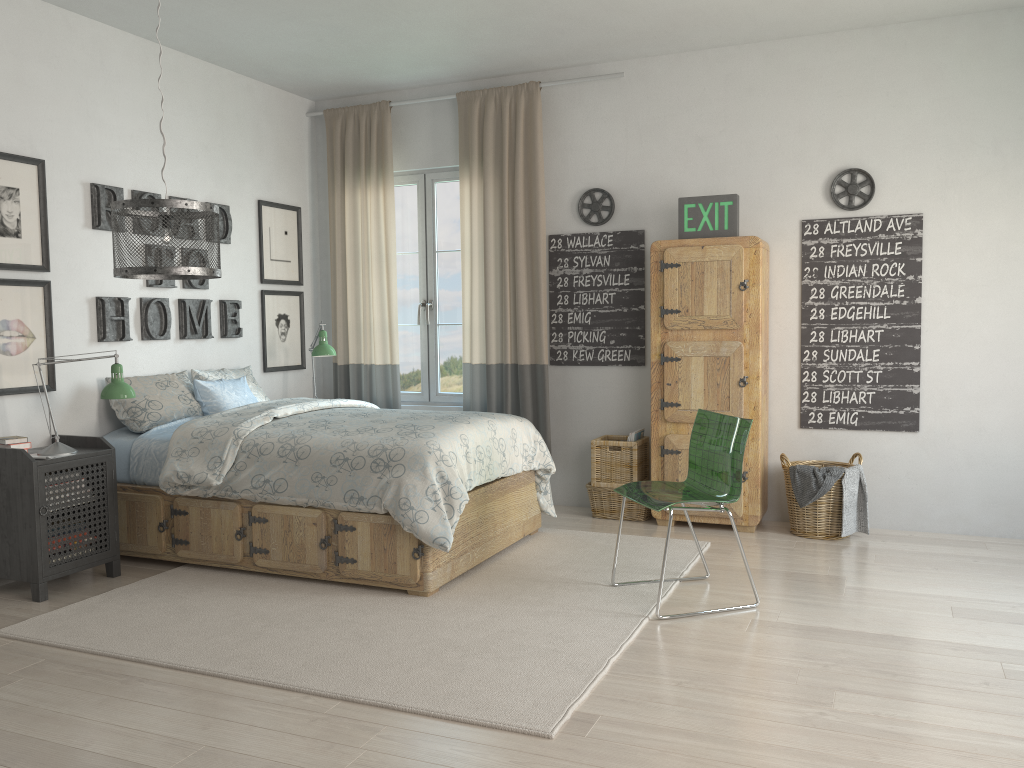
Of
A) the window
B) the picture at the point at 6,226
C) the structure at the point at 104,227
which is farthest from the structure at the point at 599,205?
the picture at the point at 6,226

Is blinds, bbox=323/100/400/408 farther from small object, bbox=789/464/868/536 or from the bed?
small object, bbox=789/464/868/536

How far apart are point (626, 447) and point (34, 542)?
3.0m

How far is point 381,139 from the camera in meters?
5.7 m

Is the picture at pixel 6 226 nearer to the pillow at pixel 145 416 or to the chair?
the pillow at pixel 145 416

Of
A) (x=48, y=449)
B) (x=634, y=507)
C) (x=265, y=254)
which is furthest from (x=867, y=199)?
(x=48, y=449)

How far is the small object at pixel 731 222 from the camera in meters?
4.7

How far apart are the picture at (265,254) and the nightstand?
1.76m

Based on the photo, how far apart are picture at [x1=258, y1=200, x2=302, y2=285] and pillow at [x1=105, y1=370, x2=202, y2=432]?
1.0m

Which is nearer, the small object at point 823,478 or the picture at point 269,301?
the small object at point 823,478
